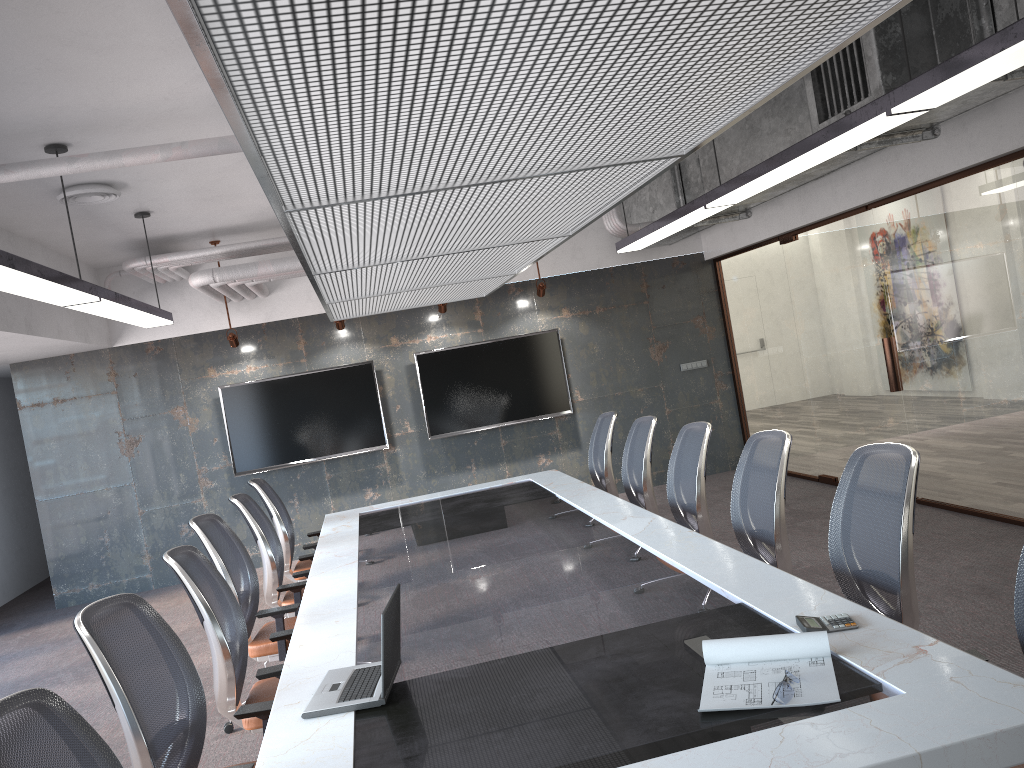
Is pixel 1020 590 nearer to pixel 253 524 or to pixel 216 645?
pixel 216 645

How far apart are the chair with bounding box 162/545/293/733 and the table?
0.1m

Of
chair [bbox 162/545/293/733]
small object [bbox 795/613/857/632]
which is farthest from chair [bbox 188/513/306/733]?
small object [bbox 795/613/857/632]

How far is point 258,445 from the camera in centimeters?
924cm

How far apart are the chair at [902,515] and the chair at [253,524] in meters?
3.2

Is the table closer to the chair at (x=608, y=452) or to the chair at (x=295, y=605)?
the chair at (x=295, y=605)

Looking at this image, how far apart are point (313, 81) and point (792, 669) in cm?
194

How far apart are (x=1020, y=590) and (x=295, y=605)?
3.41m

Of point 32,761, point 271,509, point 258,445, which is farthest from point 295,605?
point 258,445

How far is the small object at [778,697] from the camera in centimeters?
224cm
